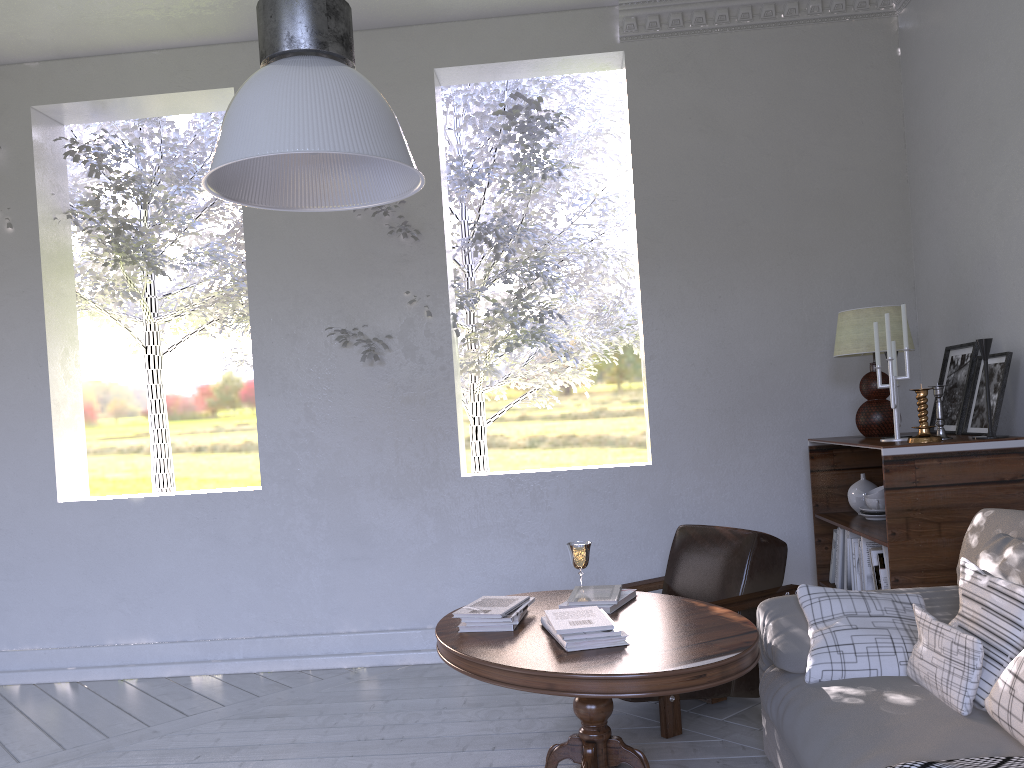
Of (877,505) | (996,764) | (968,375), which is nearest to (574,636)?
(996,764)

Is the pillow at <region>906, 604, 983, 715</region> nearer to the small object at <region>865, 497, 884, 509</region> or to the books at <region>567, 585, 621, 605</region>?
the books at <region>567, 585, 621, 605</region>

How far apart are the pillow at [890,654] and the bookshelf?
0.42m

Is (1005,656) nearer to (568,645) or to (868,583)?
(568,645)

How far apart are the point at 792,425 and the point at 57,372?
3.1 meters

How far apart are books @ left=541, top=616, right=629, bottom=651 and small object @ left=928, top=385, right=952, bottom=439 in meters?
1.3

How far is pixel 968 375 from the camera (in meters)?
2.85

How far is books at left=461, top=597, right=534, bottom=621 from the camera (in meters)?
2.18

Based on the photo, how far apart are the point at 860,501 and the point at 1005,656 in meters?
1.5

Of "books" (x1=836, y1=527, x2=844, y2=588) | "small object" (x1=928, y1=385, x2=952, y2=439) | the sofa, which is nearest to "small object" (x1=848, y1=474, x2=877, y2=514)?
"books" (x1=836, y1=527, x2=844, y2=588)
